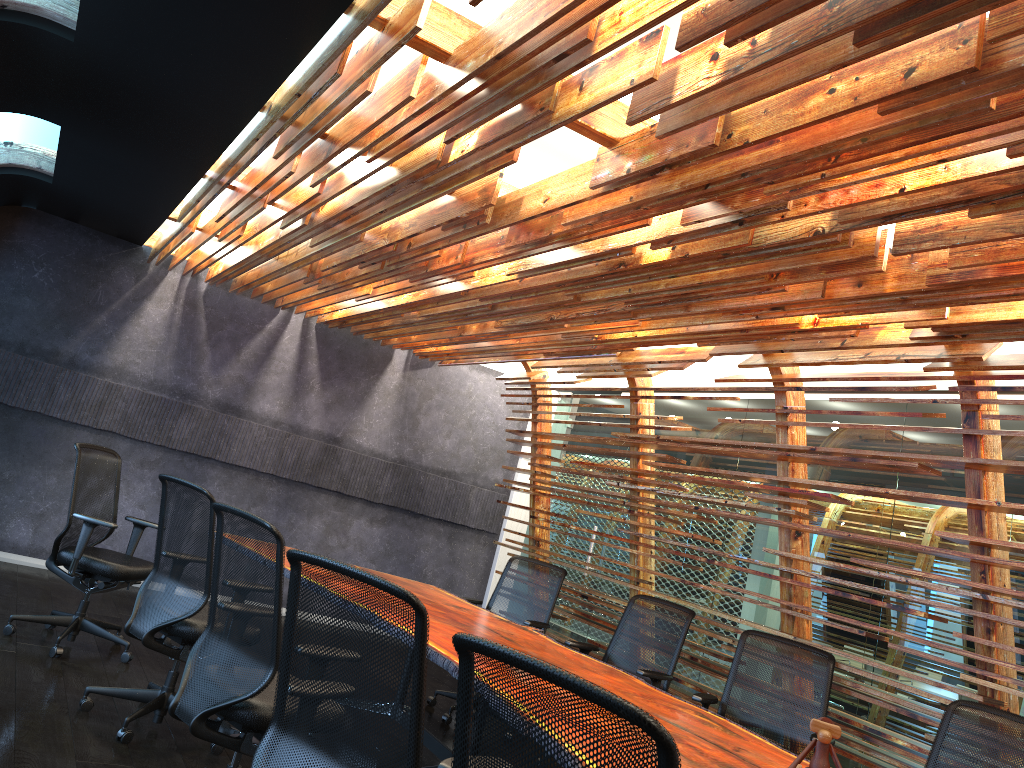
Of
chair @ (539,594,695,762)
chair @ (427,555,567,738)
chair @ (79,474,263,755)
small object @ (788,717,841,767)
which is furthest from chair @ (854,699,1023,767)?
chair @ (79,474,263,755)

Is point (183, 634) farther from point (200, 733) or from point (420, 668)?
point (420, 668)

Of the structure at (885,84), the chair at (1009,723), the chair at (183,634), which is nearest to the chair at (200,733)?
the chair at (183,634)

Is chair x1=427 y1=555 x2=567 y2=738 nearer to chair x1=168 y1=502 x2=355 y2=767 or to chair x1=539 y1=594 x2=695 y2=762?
chair x1=539 y1=594 x2=695 y2=762

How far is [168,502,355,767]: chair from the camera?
3.5m

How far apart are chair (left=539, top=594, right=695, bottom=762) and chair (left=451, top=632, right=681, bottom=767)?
4.0m

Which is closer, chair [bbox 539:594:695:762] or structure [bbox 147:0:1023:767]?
structure [bbox 147:0:1023:767]

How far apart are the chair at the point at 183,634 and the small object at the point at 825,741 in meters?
2.9 m

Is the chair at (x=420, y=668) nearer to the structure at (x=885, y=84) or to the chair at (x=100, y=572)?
the structure at (x=885, y=84)

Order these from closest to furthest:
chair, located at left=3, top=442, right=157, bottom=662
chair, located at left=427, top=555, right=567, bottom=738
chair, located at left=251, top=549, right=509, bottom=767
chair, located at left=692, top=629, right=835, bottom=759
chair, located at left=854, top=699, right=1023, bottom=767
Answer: chair, located at left=251, top=549, right=509, bottom=767 < chair, located at left=854, top=699, right=1023, bottom=767 < chair, located at left=692, top=629, right=835, bottom=759 < chair, located at left=3, top=442, right=157, bottom=662 < chair, located at left=427, top=555, right=567, bottom=738
